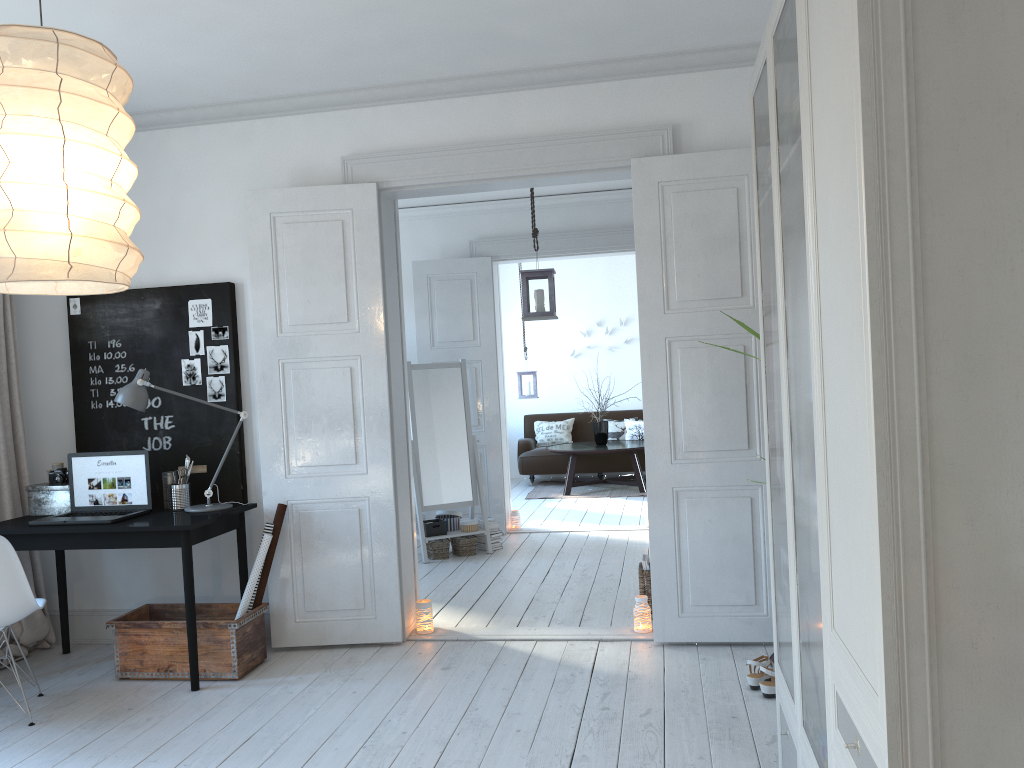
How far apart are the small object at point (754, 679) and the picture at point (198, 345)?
3.1 meters

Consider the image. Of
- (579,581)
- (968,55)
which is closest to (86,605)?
(579,581)

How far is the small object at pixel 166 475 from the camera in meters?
4.5

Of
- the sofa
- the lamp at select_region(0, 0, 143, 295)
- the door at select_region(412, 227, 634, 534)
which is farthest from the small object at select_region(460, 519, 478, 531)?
the lamp at select_region(0, 0, 143, 295)

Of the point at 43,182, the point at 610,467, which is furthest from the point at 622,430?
the point at 43,182

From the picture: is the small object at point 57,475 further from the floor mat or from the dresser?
the floor mat

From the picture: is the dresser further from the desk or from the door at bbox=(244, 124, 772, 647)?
the desk

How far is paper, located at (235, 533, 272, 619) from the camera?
4.2 meters

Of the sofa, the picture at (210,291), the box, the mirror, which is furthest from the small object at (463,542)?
the sofa

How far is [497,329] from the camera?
7.59m
